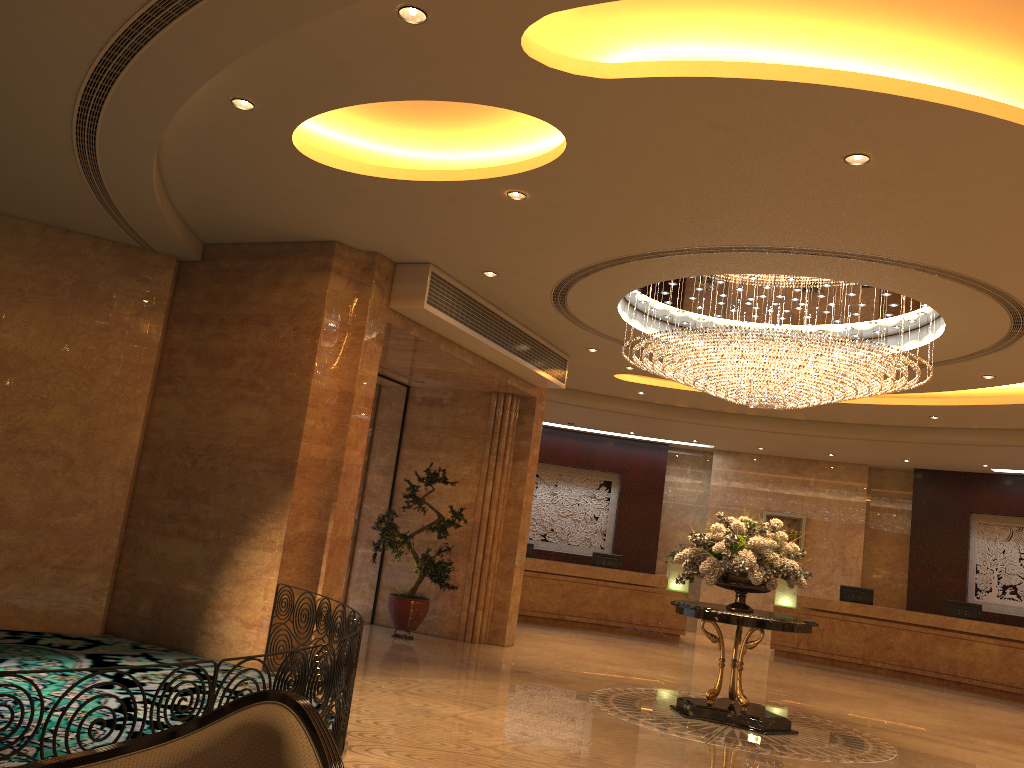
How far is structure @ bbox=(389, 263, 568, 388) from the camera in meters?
9.2

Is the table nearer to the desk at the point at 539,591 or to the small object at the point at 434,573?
the small object at the point at 434,573

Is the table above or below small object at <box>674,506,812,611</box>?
below

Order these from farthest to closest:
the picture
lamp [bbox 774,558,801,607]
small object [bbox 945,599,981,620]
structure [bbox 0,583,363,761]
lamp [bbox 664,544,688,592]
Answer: the picture < lamp [bbox 664,544,688,592] < lamp [bbox 774,558,801,607] < small object [bbox 945,599,981,620] < structure [bbox 0,583,363,761]

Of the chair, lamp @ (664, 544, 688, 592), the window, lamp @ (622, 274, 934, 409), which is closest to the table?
lamp @ (622, 274, 934, 409)

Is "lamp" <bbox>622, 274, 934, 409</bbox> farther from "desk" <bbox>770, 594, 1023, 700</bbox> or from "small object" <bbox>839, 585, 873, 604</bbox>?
"small object" <bbox>839, 585, 873, 604</bbox>

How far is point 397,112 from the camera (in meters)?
6.71

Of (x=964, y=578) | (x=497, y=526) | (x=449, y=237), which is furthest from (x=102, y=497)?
(x=964, y=578)

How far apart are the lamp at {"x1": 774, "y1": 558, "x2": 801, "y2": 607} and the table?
7.8 meters

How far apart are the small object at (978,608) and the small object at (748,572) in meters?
8.2 m
